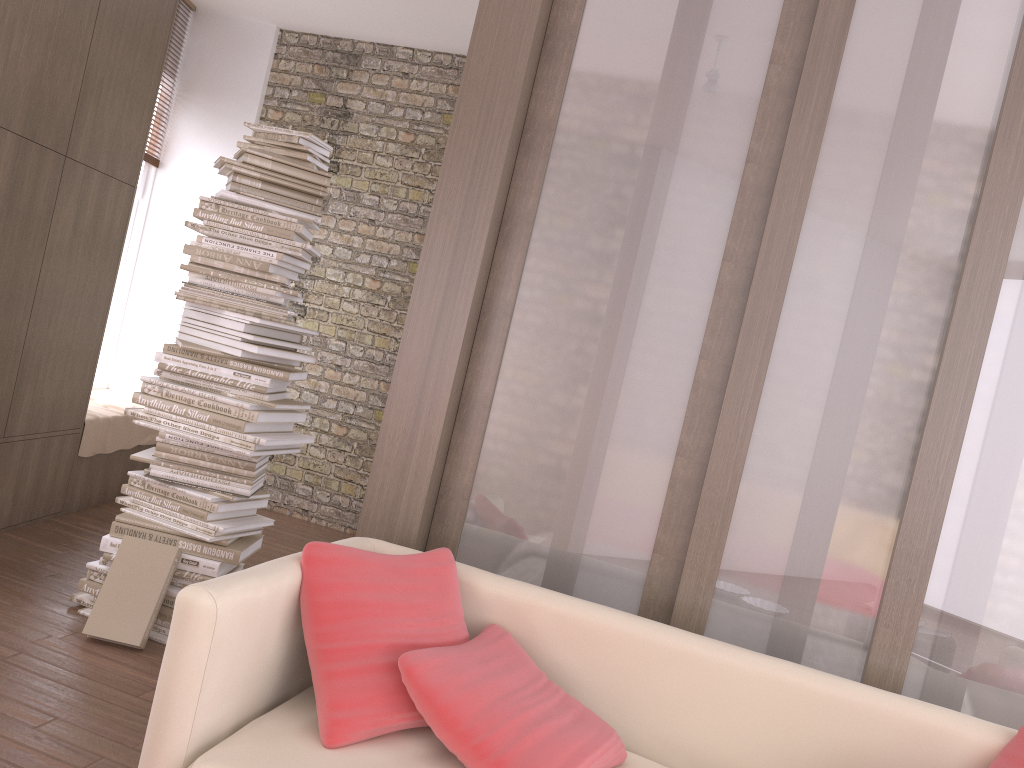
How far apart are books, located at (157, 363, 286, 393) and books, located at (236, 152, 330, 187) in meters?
0.9 m

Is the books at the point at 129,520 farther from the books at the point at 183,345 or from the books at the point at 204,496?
the books at the point at 183,345

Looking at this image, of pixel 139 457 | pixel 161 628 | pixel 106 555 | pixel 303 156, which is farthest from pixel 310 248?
pixel 161 628

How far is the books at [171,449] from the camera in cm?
352

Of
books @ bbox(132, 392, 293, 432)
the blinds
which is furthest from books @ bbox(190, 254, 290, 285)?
the blinds

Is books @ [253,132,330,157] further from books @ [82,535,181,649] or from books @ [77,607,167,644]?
books @ [77,607,167,644]

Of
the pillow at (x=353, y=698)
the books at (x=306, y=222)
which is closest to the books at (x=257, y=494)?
the books at (x=306, y=222)

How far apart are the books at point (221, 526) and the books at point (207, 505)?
0.1m

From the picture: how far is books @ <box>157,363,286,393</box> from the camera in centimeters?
353cm

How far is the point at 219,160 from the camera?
3.5m
